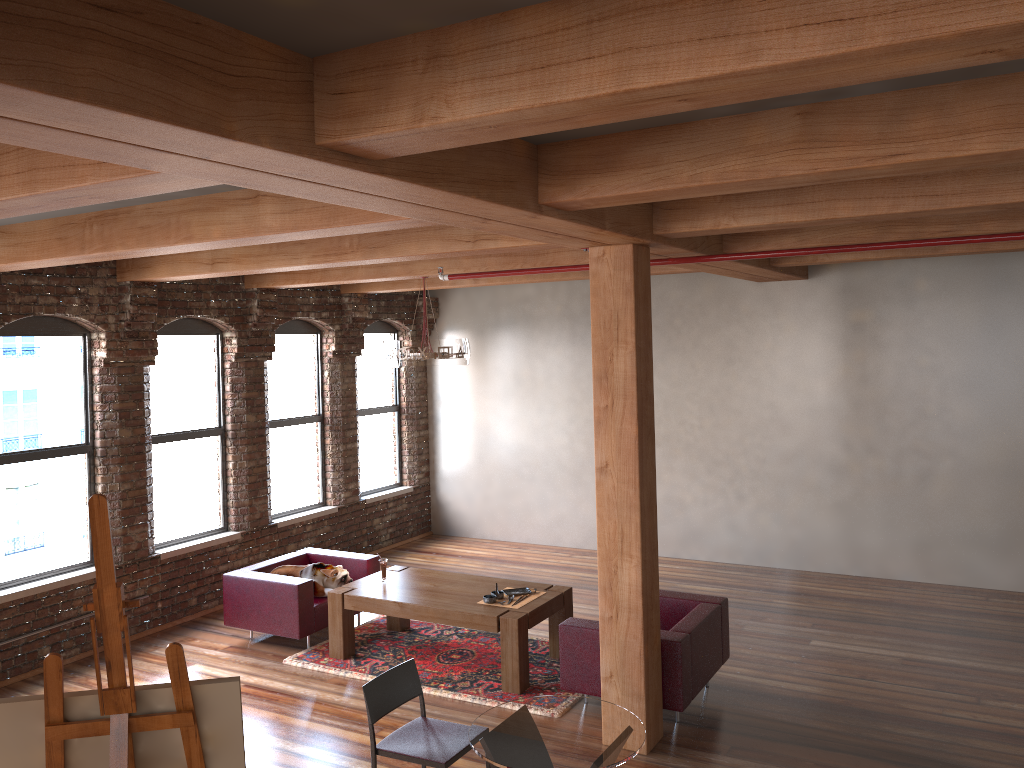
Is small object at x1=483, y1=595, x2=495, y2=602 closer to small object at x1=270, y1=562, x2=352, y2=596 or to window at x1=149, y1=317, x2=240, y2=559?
small object at x1=270, y1=562, x2=352, y2=596

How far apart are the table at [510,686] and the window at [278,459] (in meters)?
2.11

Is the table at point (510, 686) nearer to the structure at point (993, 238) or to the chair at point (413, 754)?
the chair at point (413, 754)

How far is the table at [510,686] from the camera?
6.4 meters

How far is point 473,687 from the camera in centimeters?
650cm

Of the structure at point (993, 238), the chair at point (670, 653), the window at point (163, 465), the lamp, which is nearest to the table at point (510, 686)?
the chair at point (670, 653)

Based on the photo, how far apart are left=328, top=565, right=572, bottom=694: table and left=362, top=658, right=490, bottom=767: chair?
A: 2.05m

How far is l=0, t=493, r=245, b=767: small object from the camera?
A: 2.4 meters

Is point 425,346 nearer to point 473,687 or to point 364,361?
point 473,687

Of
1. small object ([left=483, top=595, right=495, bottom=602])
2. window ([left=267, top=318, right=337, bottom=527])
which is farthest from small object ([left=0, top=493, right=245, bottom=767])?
window ([left=267, top=318, right=337, bottom=527])
